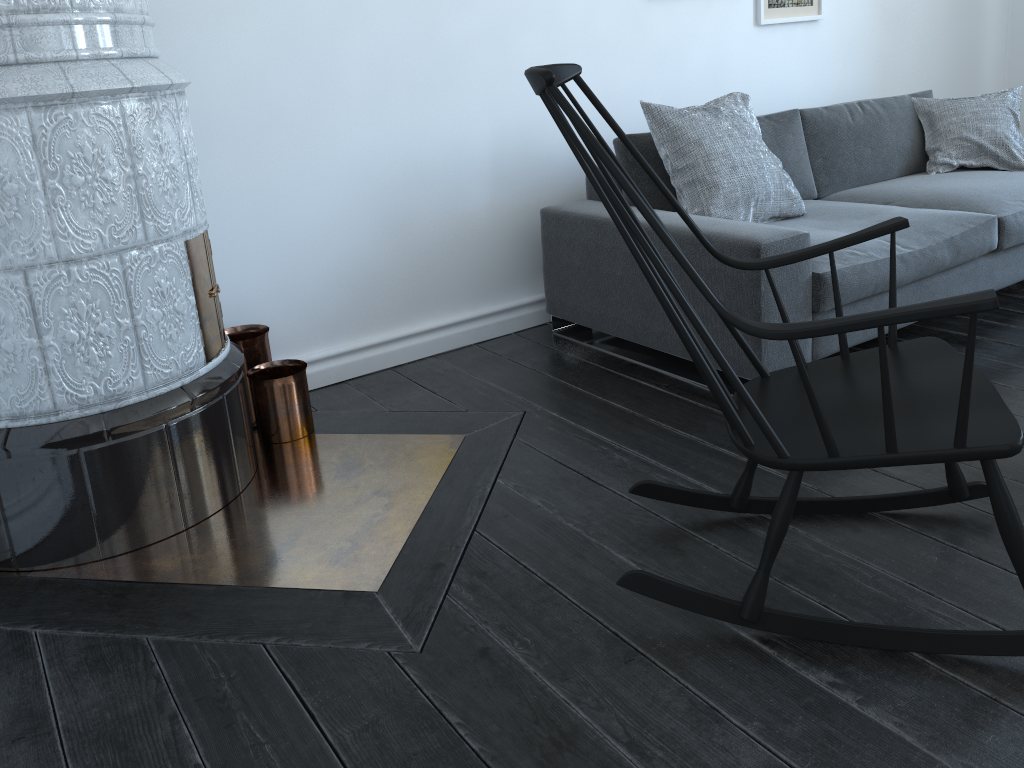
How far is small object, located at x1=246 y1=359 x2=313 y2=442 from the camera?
2.51m

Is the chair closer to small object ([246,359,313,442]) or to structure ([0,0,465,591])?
structure ([0,0,465,591])

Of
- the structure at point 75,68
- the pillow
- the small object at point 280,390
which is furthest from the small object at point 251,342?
the pillow

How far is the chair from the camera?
1.38m

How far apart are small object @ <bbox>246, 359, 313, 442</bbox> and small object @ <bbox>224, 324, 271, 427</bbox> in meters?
0.0 m

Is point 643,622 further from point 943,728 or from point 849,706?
point 943,728

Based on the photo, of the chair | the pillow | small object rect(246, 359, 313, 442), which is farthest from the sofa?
small object rect(246, 359, 313, 442)

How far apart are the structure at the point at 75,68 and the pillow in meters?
Result: 1.1 m

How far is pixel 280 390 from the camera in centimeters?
251cm

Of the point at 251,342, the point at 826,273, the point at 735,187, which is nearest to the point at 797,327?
the point at 826,273
